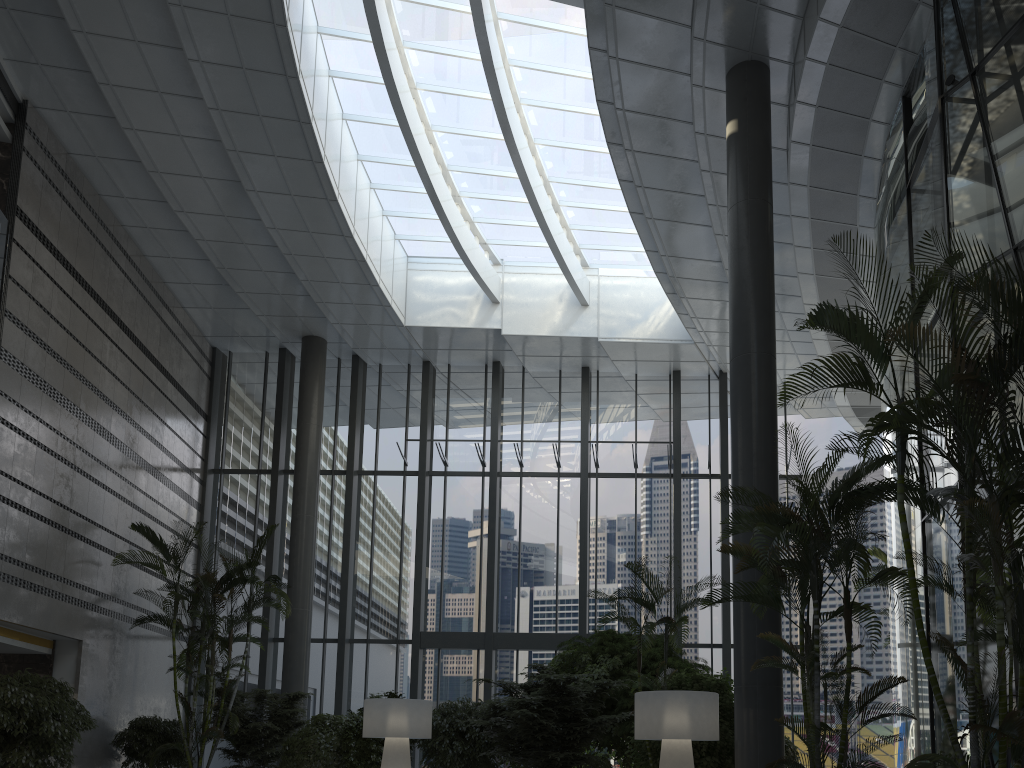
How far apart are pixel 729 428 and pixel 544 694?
8.40m

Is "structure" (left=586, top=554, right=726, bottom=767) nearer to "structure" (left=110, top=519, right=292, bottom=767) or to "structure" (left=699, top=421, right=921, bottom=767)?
"structure" (left=699, top=421, right=921, bottom=767)

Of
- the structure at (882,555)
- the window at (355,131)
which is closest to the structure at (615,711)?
the window at (355,131)

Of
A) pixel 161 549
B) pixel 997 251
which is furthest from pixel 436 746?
pixel 997 251

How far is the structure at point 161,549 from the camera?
11.80m

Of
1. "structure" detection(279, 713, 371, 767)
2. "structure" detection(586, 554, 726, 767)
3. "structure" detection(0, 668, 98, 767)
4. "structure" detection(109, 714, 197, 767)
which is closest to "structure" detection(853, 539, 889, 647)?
"structure" detection(586, 554, 726, 767)

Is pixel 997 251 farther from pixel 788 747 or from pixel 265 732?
pixel 265 732

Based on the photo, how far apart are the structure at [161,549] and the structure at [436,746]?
2.7 meters

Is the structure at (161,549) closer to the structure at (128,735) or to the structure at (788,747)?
the structure at (128,735)

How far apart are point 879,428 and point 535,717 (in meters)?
6.42
